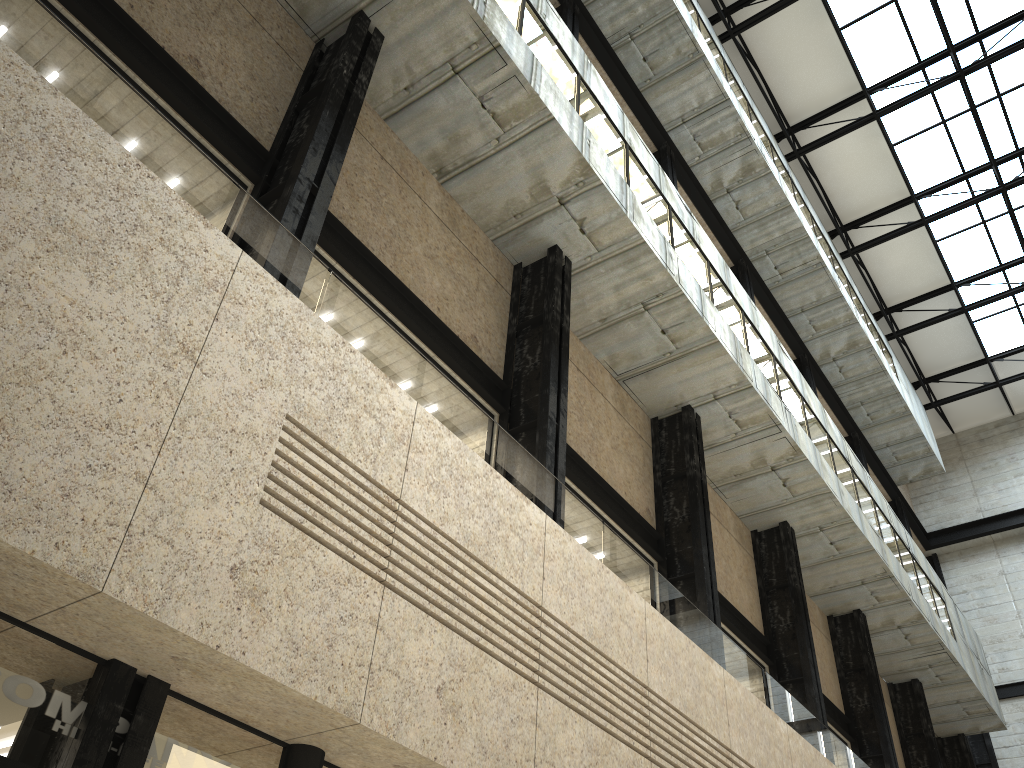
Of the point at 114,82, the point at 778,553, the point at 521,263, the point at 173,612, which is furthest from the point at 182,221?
the point at 778,553

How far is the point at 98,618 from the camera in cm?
1007
